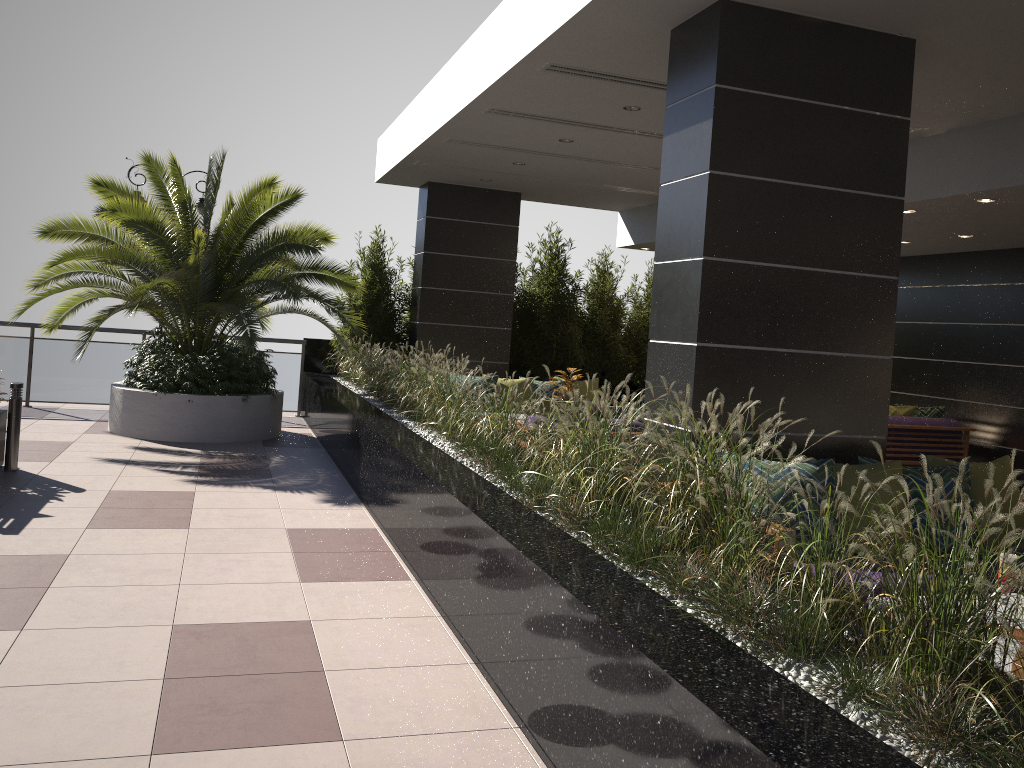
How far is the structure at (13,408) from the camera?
7.1 meters

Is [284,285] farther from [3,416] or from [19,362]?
[19,362]

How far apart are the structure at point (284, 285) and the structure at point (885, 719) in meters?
0.4 m

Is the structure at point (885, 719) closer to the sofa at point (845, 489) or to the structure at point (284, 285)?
the structure at point (284, 285)

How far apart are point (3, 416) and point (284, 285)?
2.9 meters

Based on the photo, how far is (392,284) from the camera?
12.6m

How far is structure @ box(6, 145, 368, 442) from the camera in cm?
909

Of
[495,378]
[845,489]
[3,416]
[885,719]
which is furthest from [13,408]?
[885,719]

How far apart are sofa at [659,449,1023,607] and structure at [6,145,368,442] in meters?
5.7 m

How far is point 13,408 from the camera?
7.1 meters
